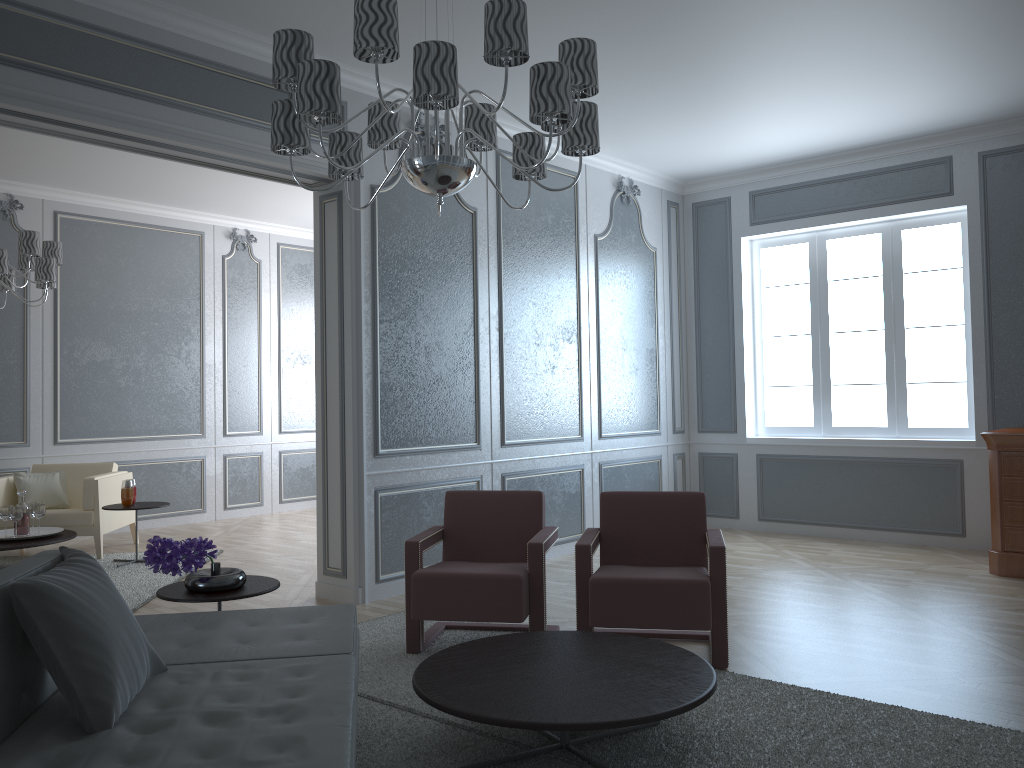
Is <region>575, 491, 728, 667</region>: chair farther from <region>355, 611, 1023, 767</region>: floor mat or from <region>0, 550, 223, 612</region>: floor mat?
<region>0, 550, 223, 612</region>: floor mat

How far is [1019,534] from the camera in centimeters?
490cm

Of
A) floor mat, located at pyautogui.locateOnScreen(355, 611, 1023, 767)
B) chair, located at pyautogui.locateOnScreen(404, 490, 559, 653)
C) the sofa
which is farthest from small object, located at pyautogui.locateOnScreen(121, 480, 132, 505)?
the sofa

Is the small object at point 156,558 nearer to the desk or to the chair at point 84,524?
the chair at point 84,524

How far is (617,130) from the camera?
5.7 meters

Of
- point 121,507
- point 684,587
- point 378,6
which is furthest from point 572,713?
point 121,507

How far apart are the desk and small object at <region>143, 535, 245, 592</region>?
4.1m

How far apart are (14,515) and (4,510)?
0.1m

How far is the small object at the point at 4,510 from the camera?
5.4 meters

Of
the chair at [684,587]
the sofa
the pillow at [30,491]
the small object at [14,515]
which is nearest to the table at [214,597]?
the sofa
